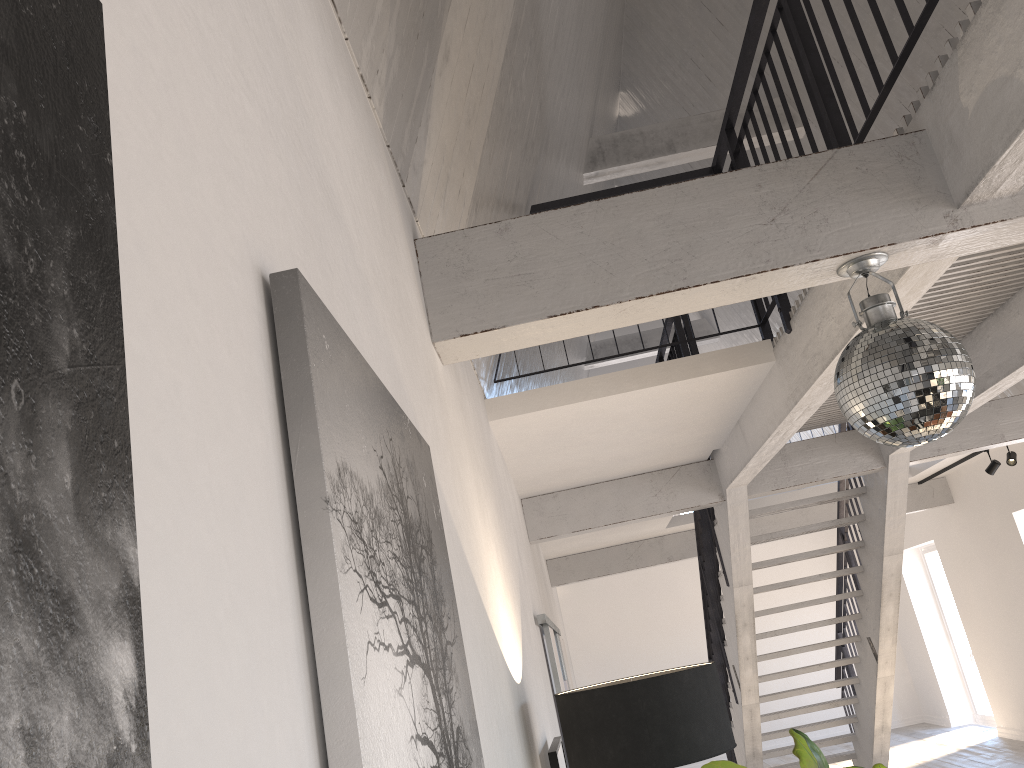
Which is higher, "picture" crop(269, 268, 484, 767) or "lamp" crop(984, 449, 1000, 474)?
"lamp" crop(984, 449, 1000, 474)

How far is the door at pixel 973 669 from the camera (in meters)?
11.58

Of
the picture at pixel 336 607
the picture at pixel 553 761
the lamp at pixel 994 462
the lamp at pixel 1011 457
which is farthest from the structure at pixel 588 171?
the picture at pixel 336 607

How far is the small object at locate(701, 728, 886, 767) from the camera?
2.0m

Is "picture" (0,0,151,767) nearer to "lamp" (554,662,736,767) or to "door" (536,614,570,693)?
"lamp" (554,662,736,767)

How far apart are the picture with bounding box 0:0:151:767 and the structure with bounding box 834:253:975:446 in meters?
2.1 m

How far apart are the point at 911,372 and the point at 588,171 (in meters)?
5.95

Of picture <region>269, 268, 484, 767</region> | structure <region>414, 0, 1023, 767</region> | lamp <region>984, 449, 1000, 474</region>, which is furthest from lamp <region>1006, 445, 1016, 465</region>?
picture <region>269, 268, 484, 767</region>

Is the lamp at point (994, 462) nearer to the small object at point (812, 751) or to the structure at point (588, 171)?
the structure at point (588, 171)

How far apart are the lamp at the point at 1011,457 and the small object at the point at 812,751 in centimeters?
715cm
